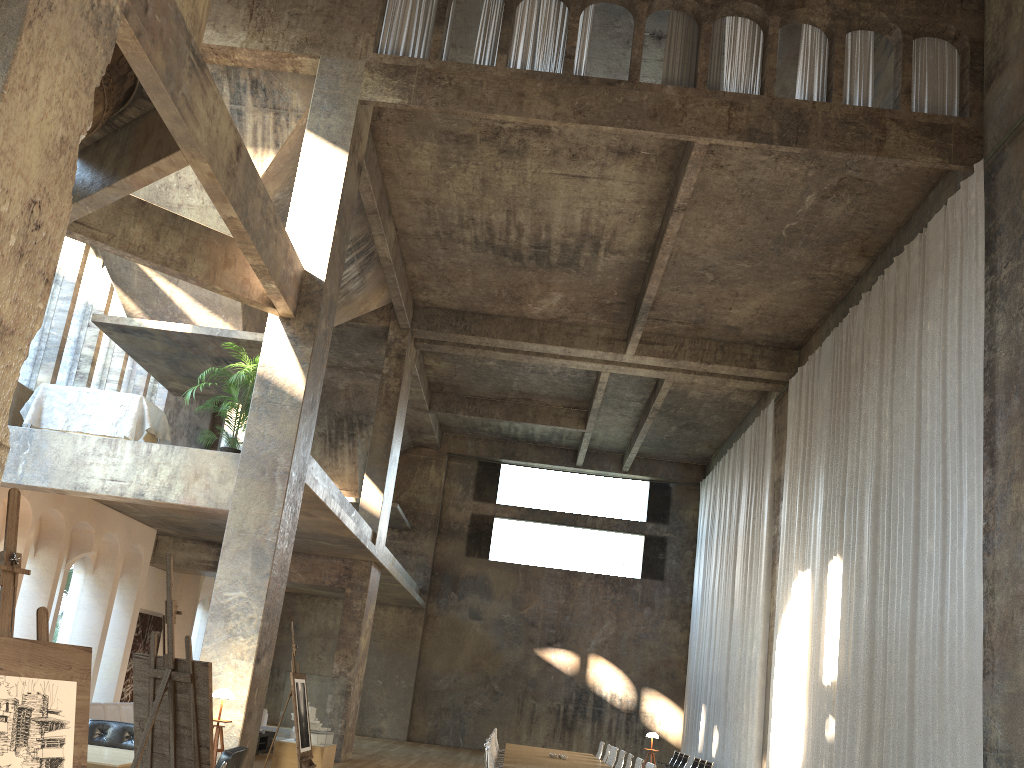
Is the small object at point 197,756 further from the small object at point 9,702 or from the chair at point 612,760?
the chair at point 612,760

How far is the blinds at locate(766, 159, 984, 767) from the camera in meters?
10.0

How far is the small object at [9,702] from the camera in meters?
3.1 m

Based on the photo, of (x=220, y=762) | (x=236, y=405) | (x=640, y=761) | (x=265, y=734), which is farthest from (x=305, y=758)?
(x=265, y=734)

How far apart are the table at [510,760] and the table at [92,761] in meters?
4.7

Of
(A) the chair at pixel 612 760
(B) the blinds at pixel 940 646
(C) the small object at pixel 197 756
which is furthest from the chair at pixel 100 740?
(B) the blinds at pixel 940 646

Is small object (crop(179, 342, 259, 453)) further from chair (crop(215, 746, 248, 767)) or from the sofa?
chair (crop(215, 746, 248, 767))

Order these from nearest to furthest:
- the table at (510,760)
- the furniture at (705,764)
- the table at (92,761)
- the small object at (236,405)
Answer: the table at (92,761) → the table at (510,760) → the small object at (236,405) → the furniture at (705,764)

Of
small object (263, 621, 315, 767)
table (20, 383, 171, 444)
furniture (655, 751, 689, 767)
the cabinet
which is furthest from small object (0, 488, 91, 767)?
furniture (655, 751, 689, 767)

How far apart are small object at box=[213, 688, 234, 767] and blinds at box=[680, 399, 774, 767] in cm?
1164
